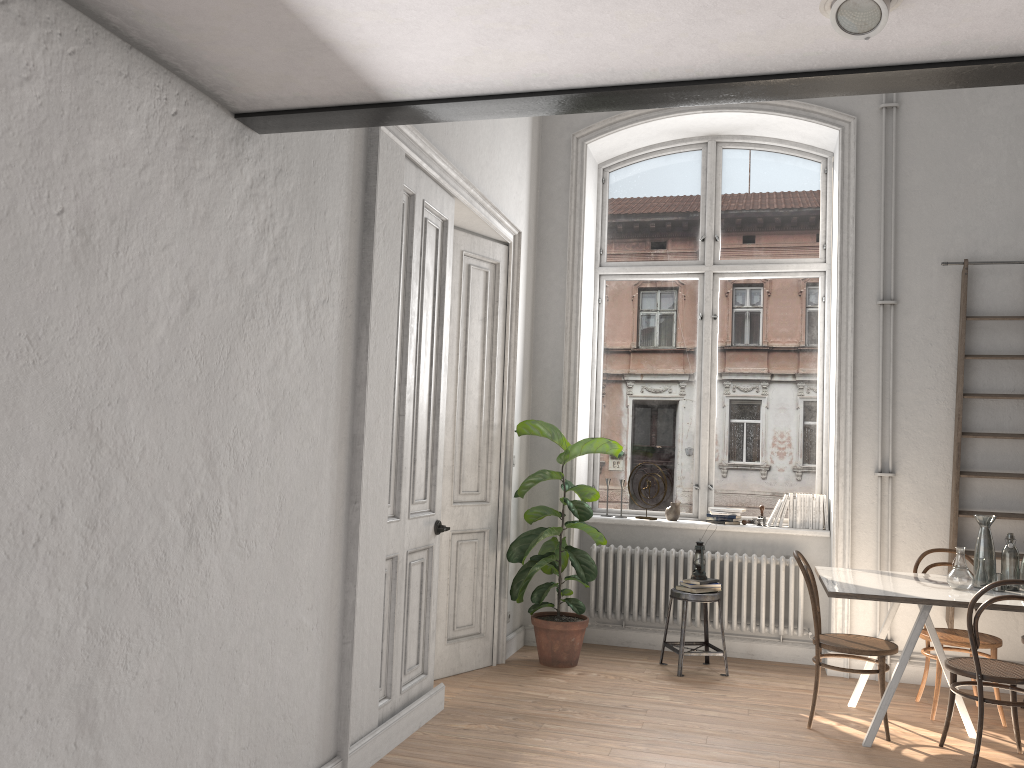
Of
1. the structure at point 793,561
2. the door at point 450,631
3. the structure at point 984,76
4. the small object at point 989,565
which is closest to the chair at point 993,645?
the small object at point 989,565

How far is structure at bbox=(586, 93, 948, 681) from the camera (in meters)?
6.14

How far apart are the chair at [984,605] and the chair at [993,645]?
0.4 meters

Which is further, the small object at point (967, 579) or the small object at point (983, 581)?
the small object at point (983, 581)

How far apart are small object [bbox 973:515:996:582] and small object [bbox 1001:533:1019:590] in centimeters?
10cm

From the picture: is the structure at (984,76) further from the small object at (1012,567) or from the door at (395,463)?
the small object at (1012,567)

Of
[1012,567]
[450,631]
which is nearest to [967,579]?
[1012,567]

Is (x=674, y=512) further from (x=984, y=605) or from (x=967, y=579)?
(x=984, y=605)

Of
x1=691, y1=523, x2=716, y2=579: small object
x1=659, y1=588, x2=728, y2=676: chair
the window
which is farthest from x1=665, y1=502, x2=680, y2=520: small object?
x1=659, y1=588, x2=728, y2=676: chair

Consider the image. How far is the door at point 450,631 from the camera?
5.5m
